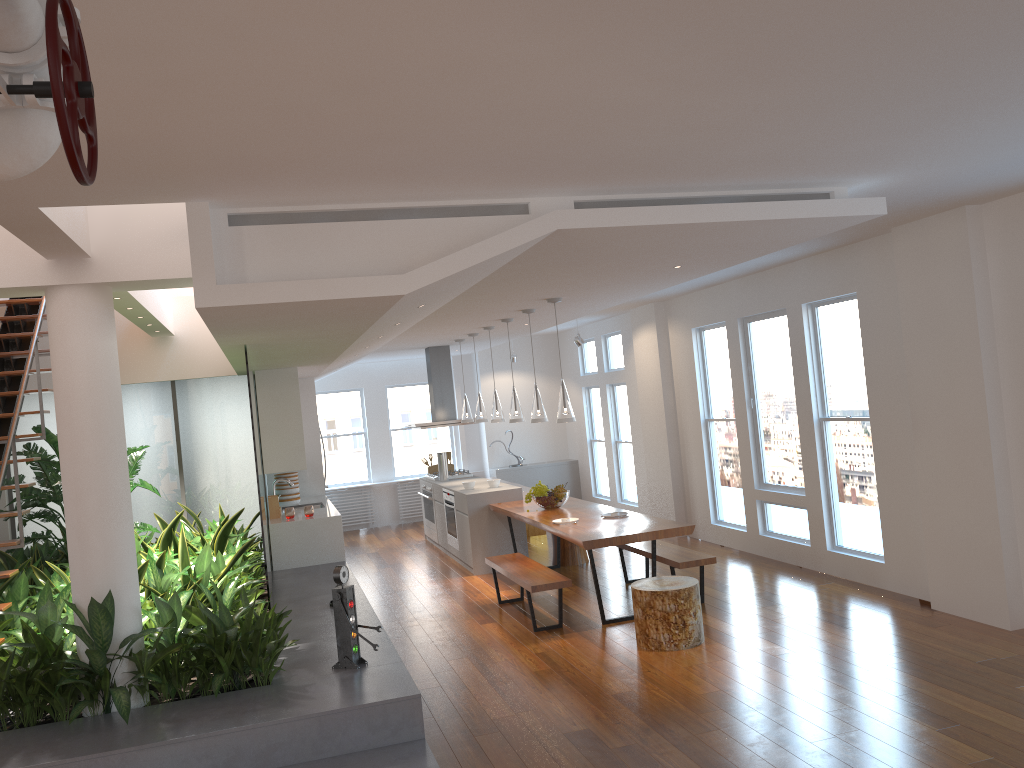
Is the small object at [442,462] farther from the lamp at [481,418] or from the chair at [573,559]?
the chair at [573,559]

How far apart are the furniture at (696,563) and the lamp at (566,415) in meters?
1.3

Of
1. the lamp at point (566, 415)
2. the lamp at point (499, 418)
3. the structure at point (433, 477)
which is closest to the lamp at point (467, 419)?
the structure at point (433, 477)

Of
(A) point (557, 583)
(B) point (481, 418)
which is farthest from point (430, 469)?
(A) point (557, 583)

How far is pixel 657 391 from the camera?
10.3 meters

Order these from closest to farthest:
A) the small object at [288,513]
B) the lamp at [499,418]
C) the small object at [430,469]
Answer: the small object at [288,513] → the lamp at [499,418] → the small object at [430,469]

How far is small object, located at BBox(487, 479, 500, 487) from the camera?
9.5m

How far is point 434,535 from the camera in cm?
1112

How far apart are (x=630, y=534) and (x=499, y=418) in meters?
2.9

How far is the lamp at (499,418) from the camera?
9.1 meters
